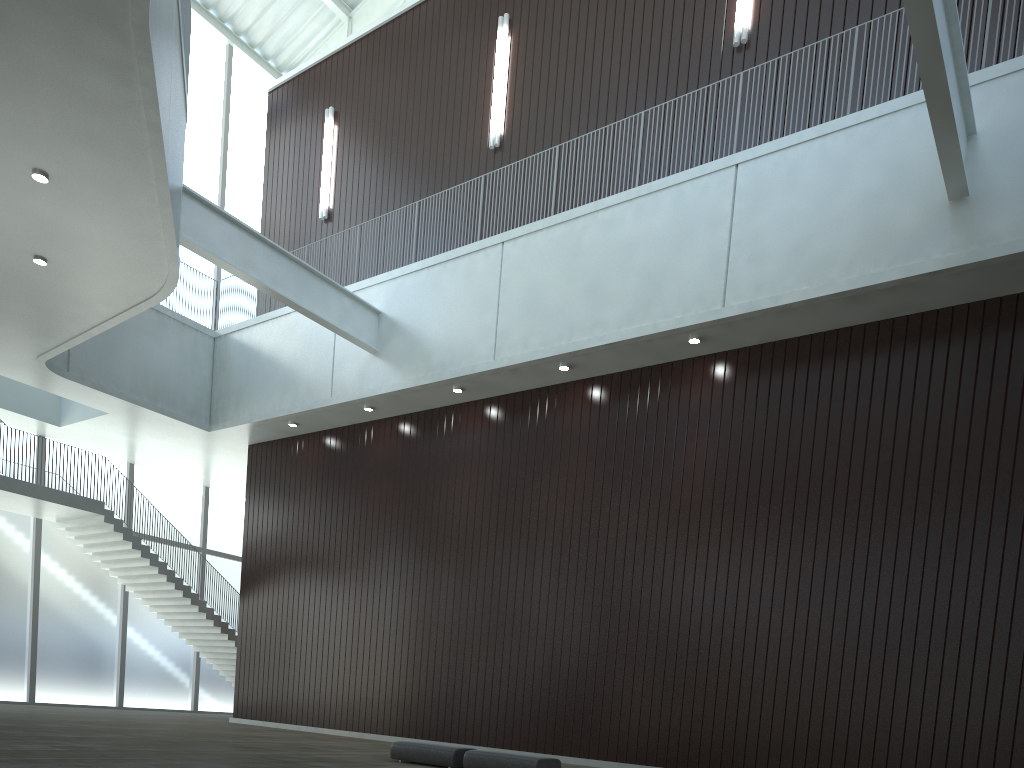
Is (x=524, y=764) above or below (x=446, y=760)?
above

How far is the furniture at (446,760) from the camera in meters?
33.6 m

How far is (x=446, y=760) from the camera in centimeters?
3365cm

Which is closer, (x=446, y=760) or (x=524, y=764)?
(x=524, y=764)

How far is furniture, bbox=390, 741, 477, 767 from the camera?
33.65m

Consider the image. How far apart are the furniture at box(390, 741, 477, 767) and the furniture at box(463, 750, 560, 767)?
0.8 meters

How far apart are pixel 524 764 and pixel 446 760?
4.1m

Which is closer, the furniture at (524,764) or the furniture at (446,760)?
the furniture at (524,764)

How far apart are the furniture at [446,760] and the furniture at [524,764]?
0.8m
